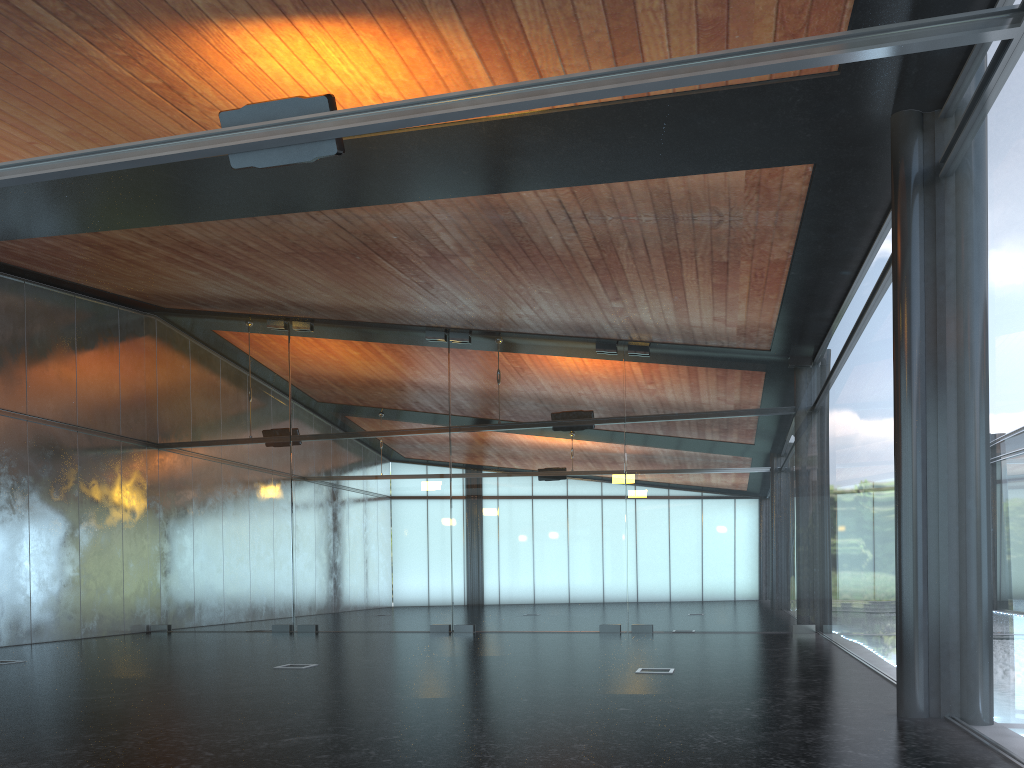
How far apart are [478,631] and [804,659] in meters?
7.3 m
